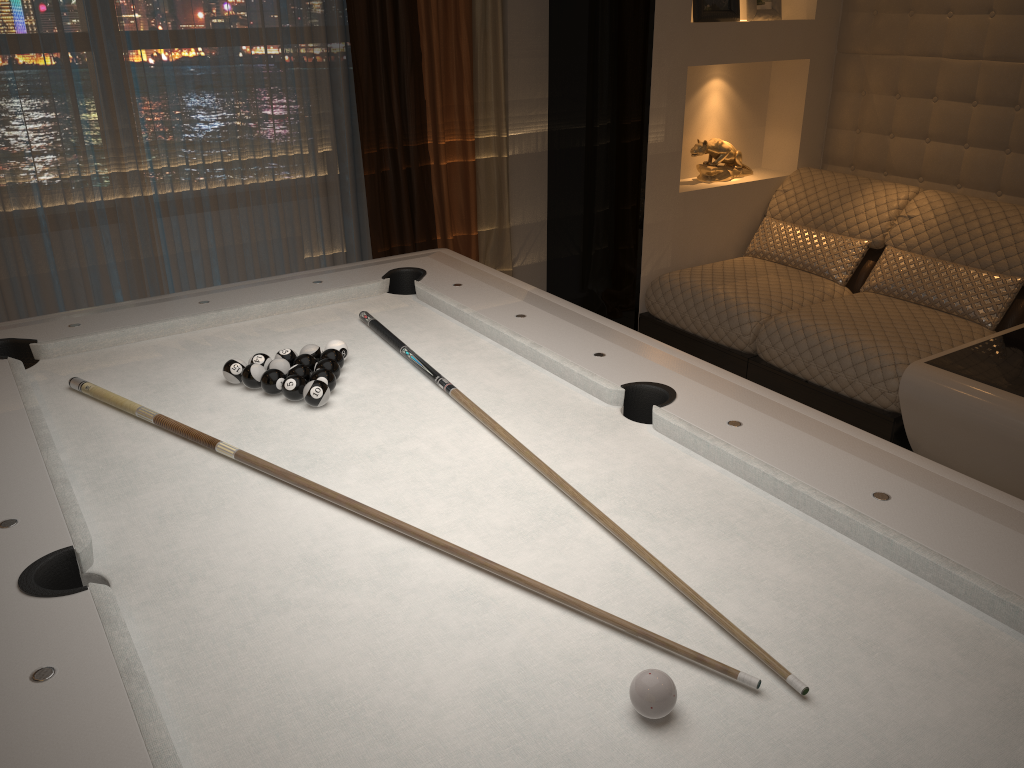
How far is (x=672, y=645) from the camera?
1.16m

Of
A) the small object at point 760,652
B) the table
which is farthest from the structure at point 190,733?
the table

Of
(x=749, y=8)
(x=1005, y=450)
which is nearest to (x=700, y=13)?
(x=749, y=8)

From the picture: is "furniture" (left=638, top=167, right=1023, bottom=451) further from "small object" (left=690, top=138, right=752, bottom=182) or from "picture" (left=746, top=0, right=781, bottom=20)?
"picture" (left=746, top=0, right=781, bottom=20)

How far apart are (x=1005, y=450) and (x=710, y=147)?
2.0 meters

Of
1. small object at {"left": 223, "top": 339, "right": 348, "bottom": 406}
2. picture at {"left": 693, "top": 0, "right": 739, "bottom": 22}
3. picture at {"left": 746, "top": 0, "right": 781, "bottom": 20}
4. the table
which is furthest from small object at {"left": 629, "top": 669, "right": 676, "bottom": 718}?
picture at {"left": 746, "top": 0, "right": 781, "bottom": 20}

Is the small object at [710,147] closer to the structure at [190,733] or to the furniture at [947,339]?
the furniture at [947,339]

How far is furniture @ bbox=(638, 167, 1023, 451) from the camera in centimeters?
311cm

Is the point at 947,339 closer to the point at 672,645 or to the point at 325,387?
the point at 325,387

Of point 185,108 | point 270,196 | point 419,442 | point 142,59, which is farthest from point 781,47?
point 419,442
